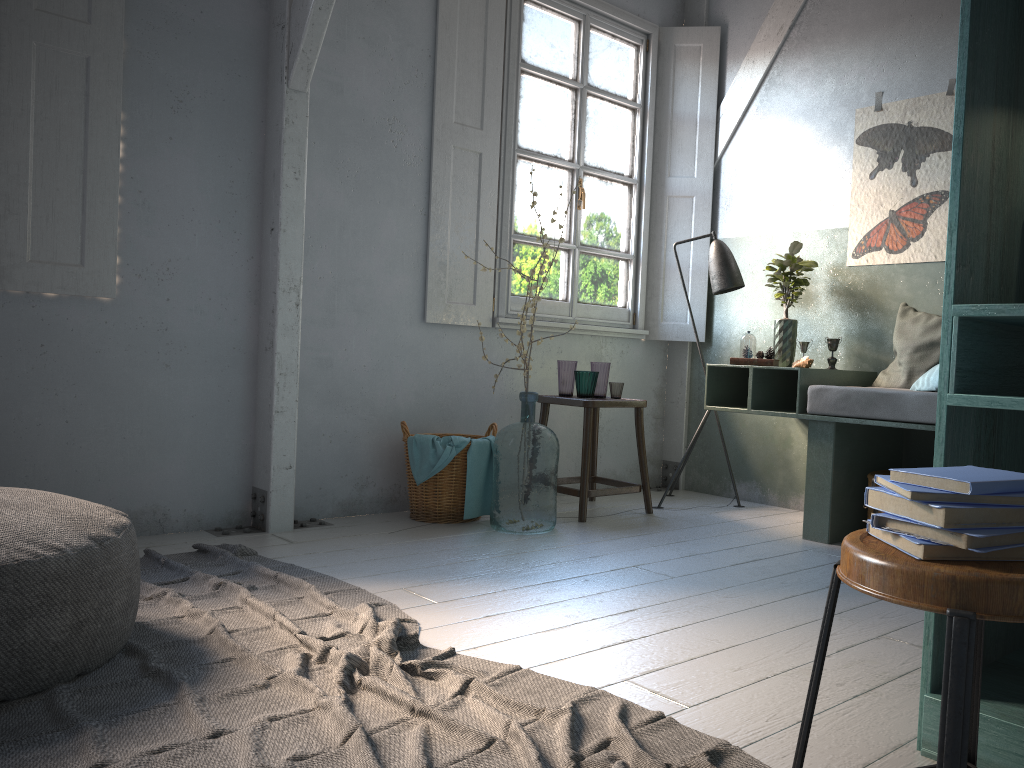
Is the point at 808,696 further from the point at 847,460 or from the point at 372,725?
the point at 847,460

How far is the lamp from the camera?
5.49m

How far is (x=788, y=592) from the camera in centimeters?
345cm

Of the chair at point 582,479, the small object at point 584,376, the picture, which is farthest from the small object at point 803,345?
the small object at point 584,376

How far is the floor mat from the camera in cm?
201

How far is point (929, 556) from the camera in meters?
1.2

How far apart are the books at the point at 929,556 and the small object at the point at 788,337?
3.9m

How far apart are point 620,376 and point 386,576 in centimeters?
291cm

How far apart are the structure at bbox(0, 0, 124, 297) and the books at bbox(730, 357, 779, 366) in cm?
327

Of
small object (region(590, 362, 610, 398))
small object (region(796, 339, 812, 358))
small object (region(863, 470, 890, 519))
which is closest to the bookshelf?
small object (region(863, 470, 890, 519))
